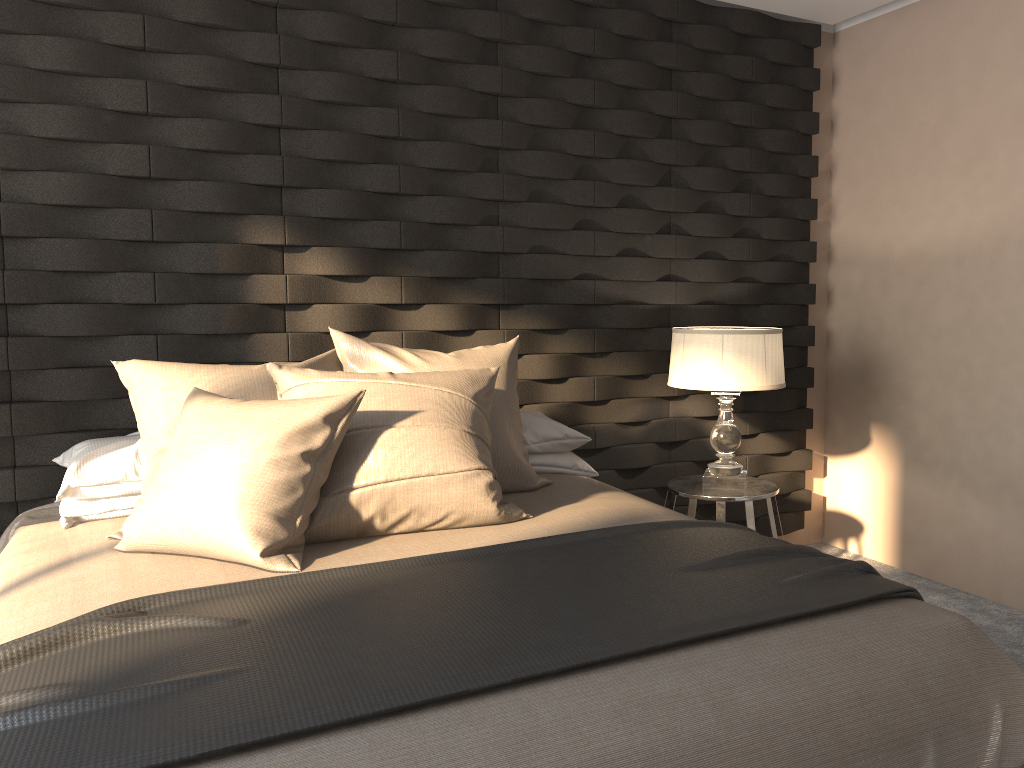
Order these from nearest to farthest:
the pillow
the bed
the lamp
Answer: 1. the bed
2. the pillow
3. the lamp

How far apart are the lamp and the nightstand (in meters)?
0.02

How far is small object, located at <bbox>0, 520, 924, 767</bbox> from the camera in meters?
1.3 m

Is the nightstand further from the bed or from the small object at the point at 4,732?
the small object at the point at 4,732

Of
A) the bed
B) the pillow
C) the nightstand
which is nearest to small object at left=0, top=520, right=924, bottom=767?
the bed

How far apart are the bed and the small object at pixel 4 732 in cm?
2

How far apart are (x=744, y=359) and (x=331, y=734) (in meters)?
2.28

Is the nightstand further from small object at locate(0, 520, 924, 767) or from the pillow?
small object at locate(0, 520, 924, 767)

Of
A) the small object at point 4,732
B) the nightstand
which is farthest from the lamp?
the small object at point 4,732

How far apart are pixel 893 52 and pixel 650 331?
1.6 meters
